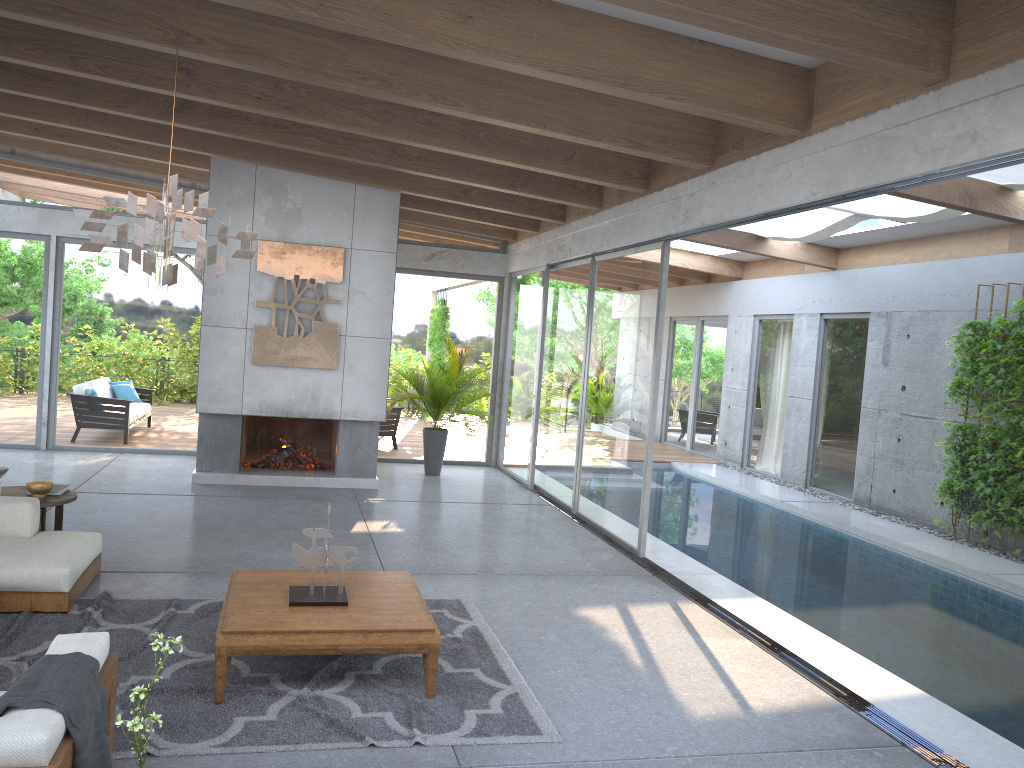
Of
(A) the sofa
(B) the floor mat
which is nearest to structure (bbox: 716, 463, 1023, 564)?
(B) the floor mat

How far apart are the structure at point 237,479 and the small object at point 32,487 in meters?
3.3

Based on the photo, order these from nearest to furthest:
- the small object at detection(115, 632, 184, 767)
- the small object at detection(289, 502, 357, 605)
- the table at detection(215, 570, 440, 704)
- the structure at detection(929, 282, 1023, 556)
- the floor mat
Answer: the small object at detection(115, 632, 184, 767) → the floor mat → the table at detection(215, 570, 440, 704) → the small object at detection(289, 502, 357, 605) → the structure at detection(929, 282, 1023, 556)

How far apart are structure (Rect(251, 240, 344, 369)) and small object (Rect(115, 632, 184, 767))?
Result: 7.2 meters

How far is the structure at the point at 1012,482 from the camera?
8.7m

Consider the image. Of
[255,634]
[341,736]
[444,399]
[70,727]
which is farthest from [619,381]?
[70,727]

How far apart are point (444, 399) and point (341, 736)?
7.3 meters

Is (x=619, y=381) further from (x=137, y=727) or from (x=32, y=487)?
(x=137, y=727)

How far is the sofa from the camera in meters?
2.6

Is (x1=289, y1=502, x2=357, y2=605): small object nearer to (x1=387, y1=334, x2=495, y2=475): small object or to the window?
the window
